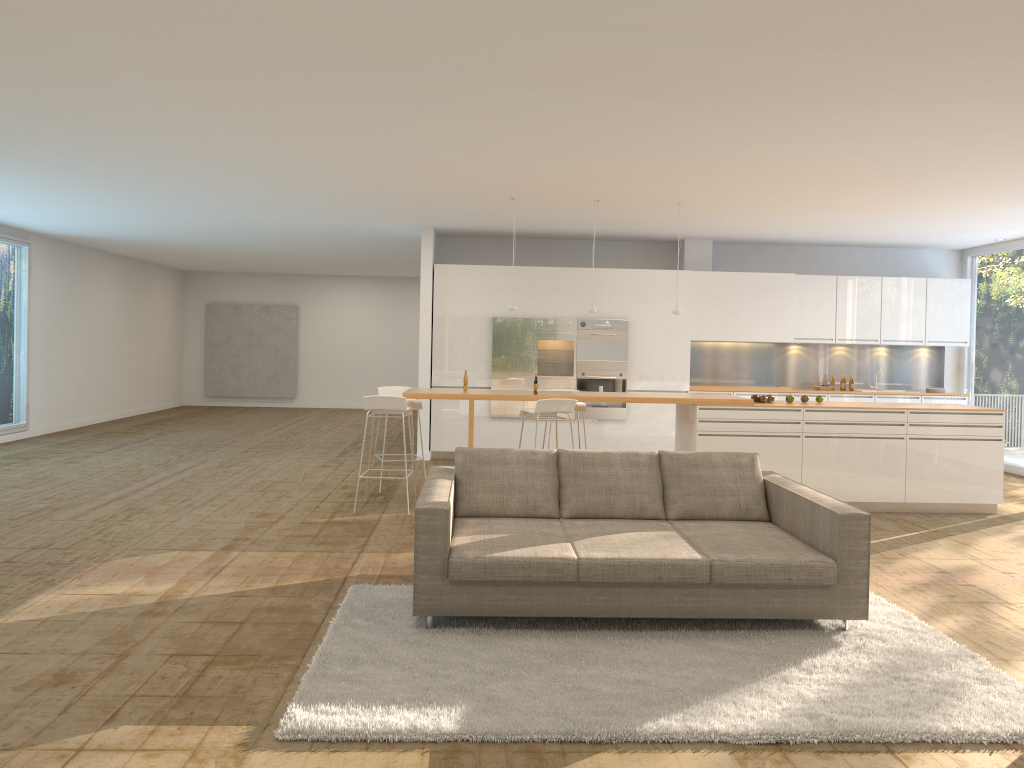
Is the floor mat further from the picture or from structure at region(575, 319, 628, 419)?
the picture

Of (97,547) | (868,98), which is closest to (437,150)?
(868,98)

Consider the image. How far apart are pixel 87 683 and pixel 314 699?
1.1 meters

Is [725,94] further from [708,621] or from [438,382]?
[438,382]

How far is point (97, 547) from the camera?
6.3m

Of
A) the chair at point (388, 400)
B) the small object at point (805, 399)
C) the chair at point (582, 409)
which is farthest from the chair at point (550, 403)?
the small object at point (805, 399)

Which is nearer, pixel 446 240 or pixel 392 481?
pixel 392 481

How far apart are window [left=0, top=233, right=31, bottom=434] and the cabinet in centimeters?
606cm

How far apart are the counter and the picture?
12.2 meters

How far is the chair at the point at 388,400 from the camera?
7.8 meters
